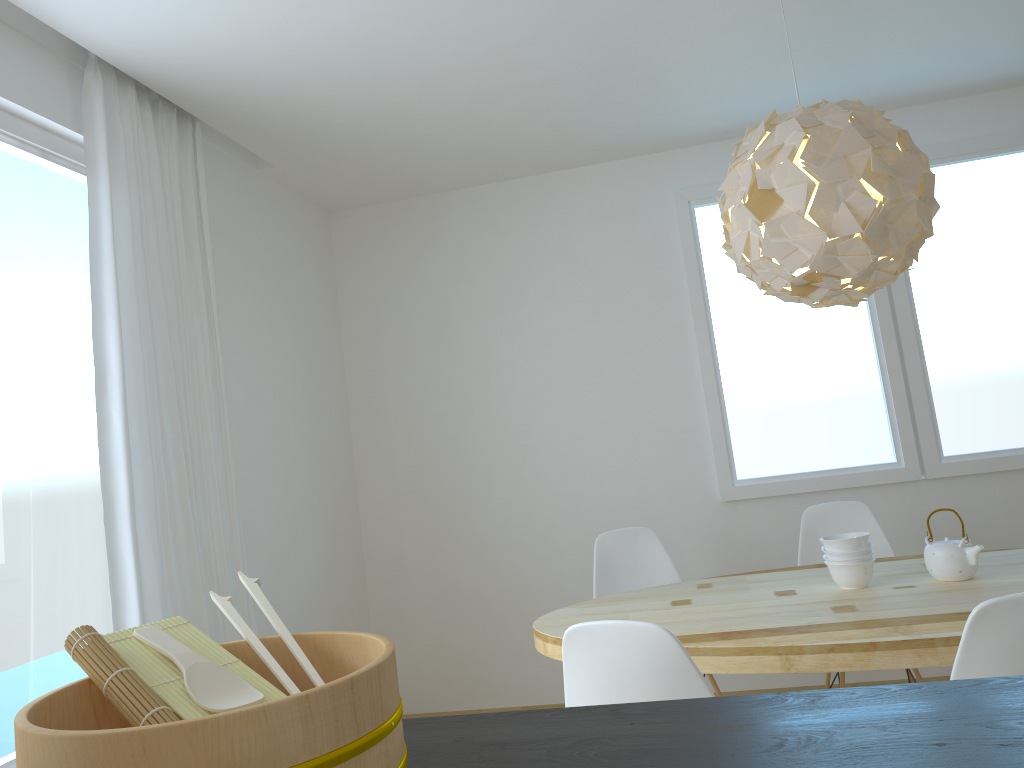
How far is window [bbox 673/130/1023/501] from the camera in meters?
4.2 m

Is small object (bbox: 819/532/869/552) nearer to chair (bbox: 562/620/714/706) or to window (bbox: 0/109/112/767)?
chair (bbox: 562/620/714/706)

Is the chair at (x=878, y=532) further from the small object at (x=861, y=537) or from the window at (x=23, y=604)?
the window at (x=23, y=604)

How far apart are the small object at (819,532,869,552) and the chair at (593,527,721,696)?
0.9m

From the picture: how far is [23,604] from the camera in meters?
2.5

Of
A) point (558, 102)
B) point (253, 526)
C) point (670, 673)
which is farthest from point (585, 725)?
point (558, 102)

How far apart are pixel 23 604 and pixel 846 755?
2.4 meters

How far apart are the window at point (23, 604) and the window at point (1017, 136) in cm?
274

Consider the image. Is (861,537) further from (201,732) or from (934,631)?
(201,732)

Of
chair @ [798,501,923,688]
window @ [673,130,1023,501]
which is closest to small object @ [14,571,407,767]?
chair @ [798,501,923,688]
